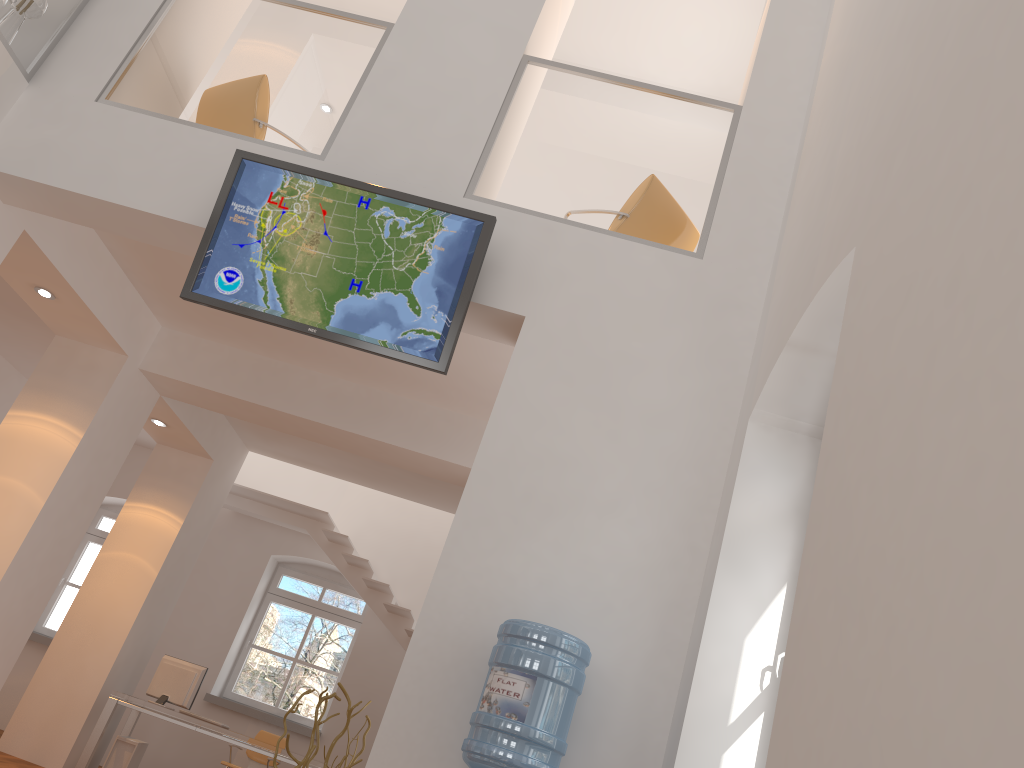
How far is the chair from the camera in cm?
893

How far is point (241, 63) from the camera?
5.2 meters

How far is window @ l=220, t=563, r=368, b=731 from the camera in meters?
10.0 m

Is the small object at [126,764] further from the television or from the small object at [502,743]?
the small object at [502,743]

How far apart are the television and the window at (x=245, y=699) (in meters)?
6.80

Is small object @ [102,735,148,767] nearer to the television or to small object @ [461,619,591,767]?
the television

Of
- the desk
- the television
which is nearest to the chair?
the desk

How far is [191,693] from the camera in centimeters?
788cm

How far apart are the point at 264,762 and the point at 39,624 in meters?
3.5 m

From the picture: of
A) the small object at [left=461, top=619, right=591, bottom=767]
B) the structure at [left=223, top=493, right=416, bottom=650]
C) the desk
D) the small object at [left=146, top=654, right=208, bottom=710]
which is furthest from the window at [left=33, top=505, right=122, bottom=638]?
the small object at [left=461, top=619, right=591, bottom=767]
